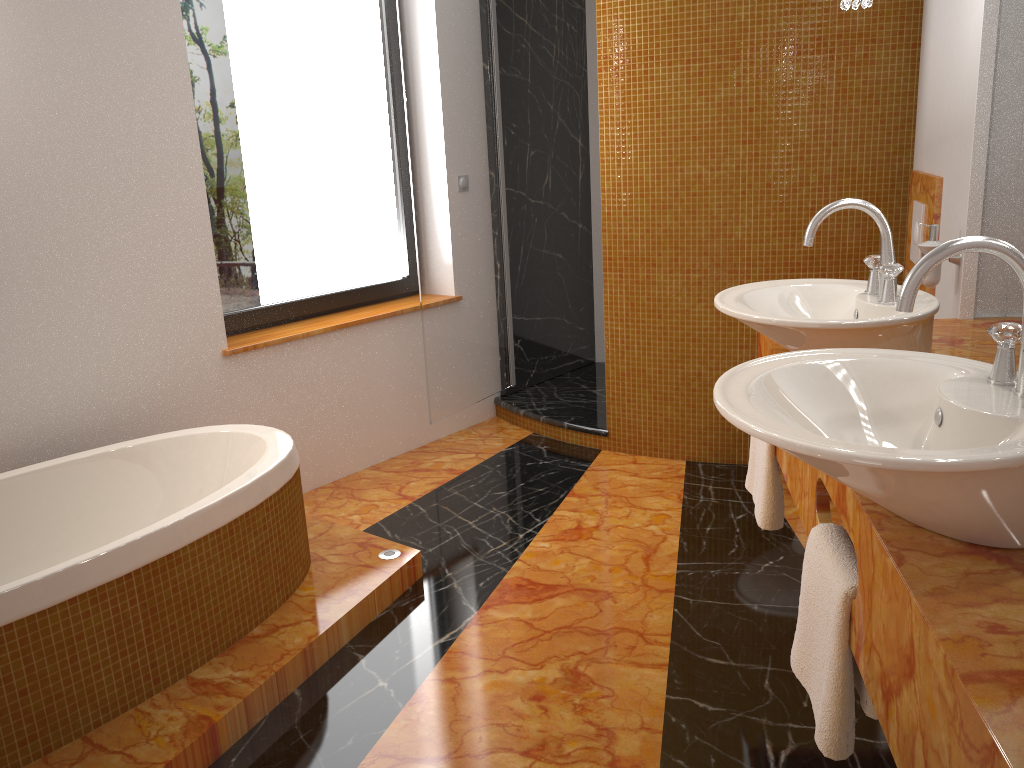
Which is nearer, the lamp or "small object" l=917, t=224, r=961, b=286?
the lamp

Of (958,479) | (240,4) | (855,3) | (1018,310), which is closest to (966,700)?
(958,479)

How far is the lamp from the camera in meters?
2.2 m

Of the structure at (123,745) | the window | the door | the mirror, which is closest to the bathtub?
the structure at (123,745)

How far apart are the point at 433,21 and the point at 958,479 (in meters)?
3.14

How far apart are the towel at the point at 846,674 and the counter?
0.0 meters

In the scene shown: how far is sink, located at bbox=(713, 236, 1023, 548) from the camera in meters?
1.0 m

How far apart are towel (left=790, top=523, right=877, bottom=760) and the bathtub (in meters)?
1.40

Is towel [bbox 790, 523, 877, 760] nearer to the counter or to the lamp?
the counter

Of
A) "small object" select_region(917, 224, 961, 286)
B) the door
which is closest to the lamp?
"small object" select_region(917, 224, 961, 286)
